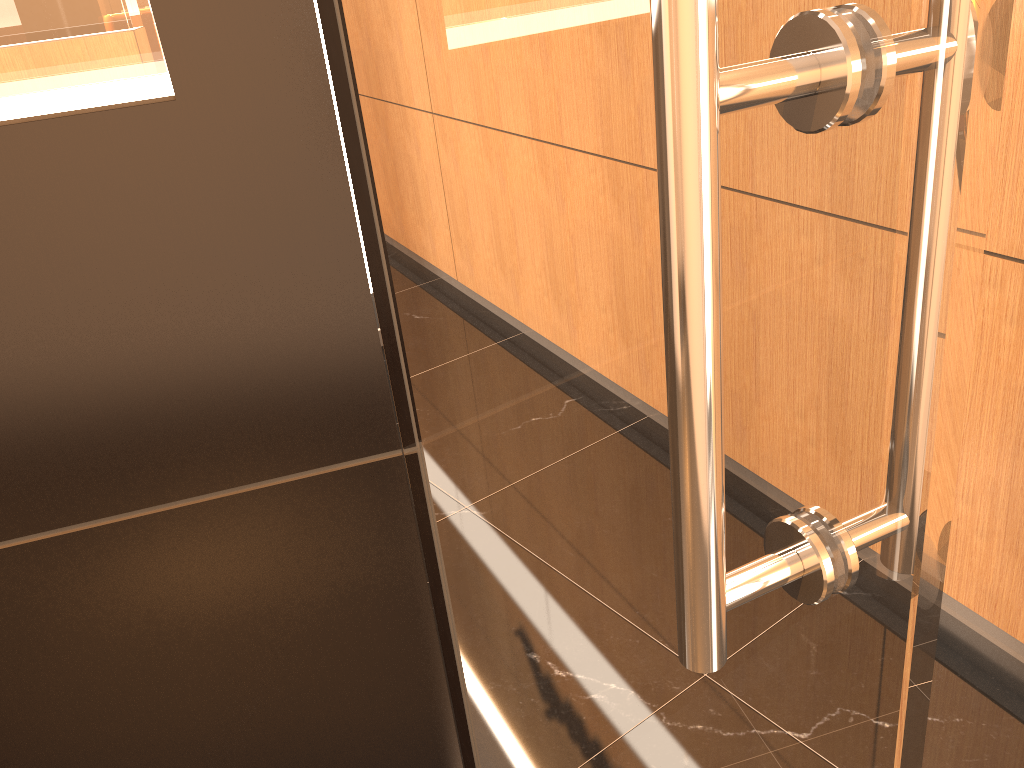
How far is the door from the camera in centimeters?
35cm

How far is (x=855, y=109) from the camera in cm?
35

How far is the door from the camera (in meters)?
0.35

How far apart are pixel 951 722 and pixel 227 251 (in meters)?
1.73
